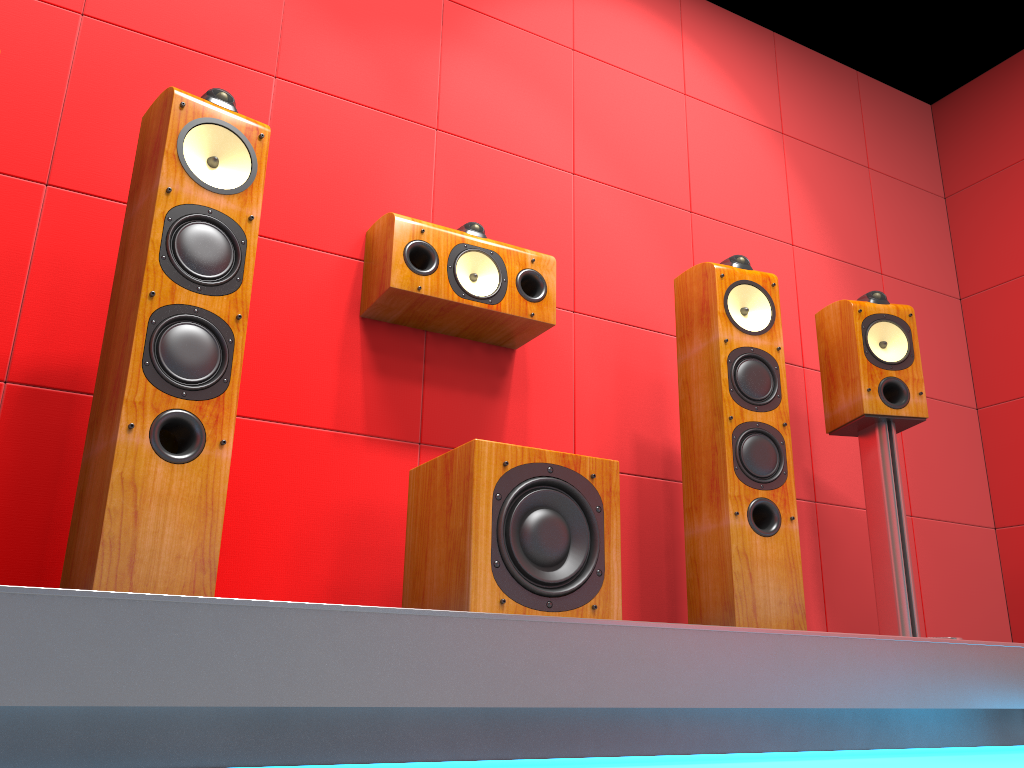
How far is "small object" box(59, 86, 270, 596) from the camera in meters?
1.5 m

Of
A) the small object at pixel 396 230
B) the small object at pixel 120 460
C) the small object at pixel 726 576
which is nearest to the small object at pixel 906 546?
the small object at pixel 726 576

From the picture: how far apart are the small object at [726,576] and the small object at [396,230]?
0.4 meters

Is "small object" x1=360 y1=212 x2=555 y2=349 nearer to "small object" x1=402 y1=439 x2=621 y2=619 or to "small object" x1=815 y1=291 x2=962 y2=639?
"small object" x1=402 y1=439 x2=621 y2=619

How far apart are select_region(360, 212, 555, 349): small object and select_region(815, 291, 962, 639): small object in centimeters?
93cm

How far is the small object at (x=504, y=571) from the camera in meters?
1.8 m

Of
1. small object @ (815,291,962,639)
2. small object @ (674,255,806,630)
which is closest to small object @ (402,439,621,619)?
small object @ (674,255,806,630)

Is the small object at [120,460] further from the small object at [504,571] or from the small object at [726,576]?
the small object at [726,576]

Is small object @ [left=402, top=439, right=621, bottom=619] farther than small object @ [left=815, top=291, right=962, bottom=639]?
No

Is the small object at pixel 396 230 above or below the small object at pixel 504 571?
above
